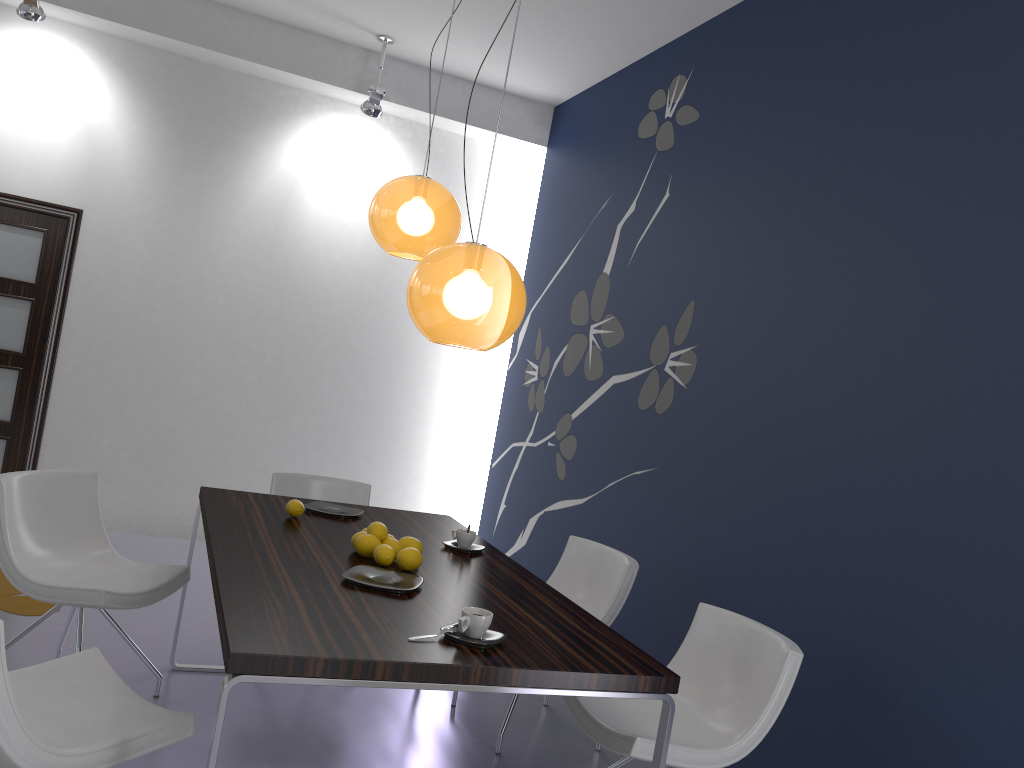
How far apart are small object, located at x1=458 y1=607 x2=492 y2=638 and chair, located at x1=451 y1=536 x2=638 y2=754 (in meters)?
1.45

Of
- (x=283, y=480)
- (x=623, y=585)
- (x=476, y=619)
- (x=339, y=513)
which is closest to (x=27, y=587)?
(x=339, y=513)

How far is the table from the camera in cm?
199

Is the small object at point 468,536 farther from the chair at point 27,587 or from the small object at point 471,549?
the chair at point 27,587

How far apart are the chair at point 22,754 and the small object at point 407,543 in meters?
1.0

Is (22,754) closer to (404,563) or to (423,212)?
(404,563)

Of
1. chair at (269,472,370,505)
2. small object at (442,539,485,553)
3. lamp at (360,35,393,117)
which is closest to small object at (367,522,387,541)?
small object at (442,539,485,553)

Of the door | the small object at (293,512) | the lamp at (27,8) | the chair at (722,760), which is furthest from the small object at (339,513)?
the lamp at (27,8)

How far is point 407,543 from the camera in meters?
3.1 m

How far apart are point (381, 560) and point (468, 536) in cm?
58
